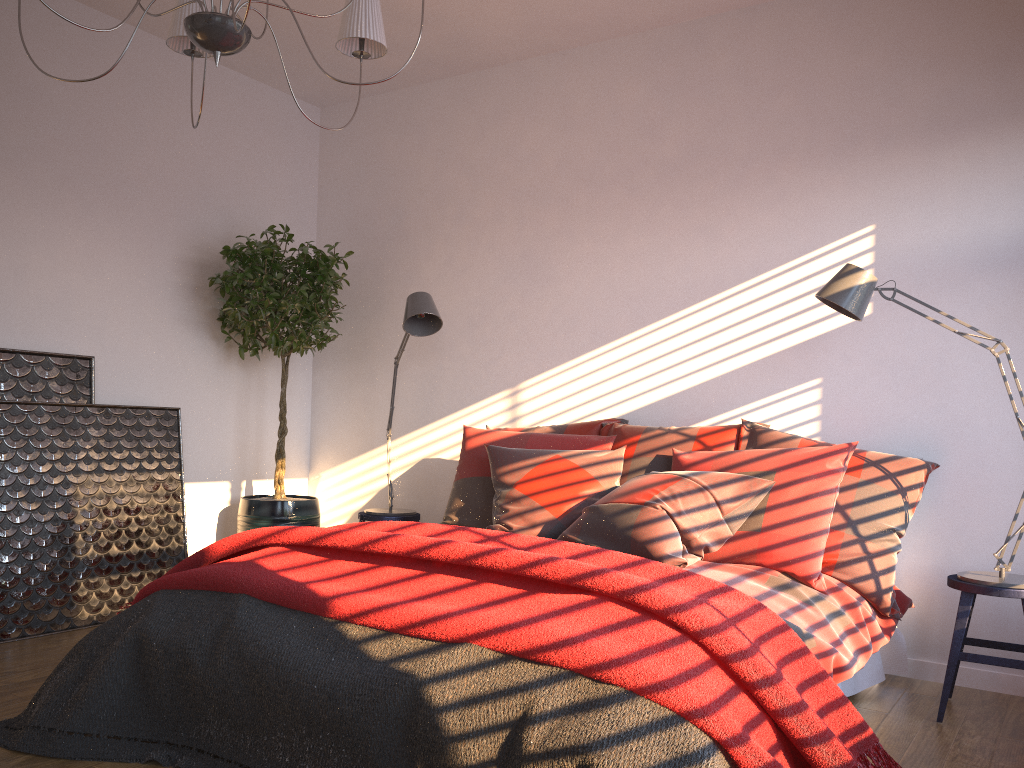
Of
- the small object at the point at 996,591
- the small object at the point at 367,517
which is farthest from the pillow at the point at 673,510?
the small object at the point at 367,517

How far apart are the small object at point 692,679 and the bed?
0.3 meters

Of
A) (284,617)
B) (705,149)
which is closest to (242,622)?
(284,617)

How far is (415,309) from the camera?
4.22m

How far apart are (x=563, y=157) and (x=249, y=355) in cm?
211

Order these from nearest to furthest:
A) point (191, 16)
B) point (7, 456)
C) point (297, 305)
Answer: point (191, 16) < point (7, 456) < point (297, 305)

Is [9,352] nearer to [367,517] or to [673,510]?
Result: [367,517]

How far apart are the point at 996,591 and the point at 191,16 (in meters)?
3.00

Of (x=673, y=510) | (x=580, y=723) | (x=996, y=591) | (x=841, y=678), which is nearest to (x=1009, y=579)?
(x=996, y=591)

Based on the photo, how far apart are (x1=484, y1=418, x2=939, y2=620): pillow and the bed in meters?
0.0 m
